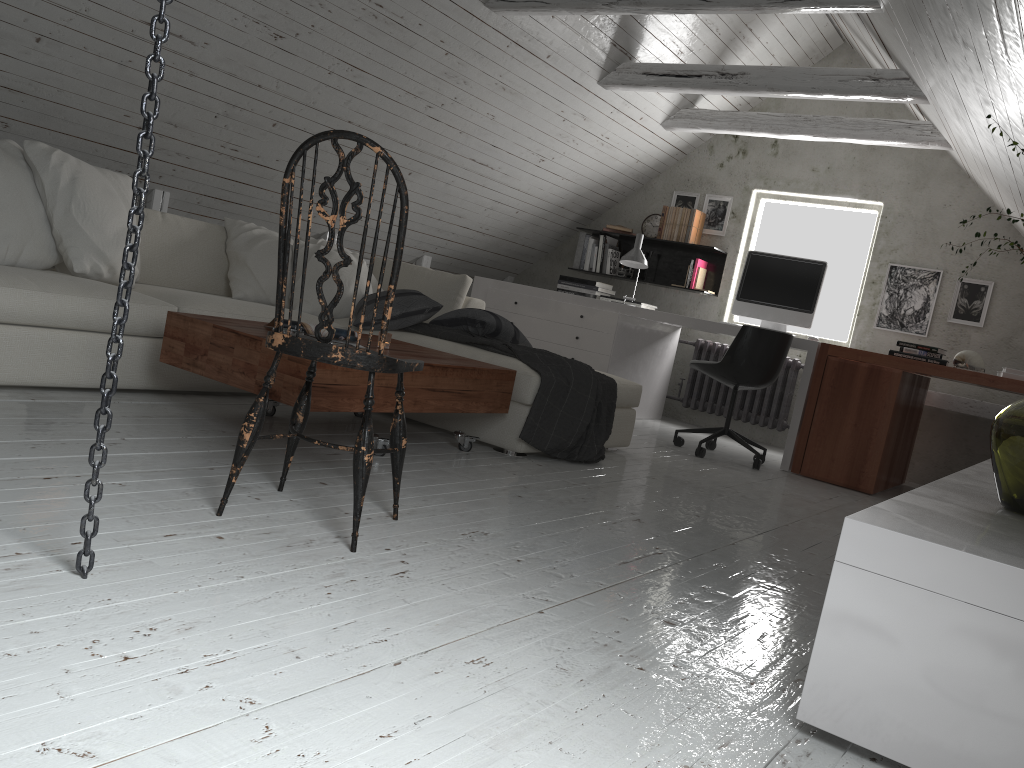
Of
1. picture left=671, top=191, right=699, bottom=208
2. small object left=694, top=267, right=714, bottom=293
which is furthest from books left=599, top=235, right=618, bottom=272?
small object left=694, top=267, right=714, bottom=293

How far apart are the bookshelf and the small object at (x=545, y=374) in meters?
2.5 m

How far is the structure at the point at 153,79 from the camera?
1.49m

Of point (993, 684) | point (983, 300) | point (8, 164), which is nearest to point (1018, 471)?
point (993, 684)

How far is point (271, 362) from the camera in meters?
2.8

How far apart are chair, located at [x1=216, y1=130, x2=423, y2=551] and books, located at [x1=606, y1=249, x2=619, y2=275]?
4.7 meters

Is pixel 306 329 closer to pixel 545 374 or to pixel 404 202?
pixel 545 374

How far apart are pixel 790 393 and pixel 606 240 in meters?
1.8 m

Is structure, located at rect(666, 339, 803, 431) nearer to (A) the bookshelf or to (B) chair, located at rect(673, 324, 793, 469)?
(A) the bookshelf

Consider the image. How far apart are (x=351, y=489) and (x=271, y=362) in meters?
0.5
